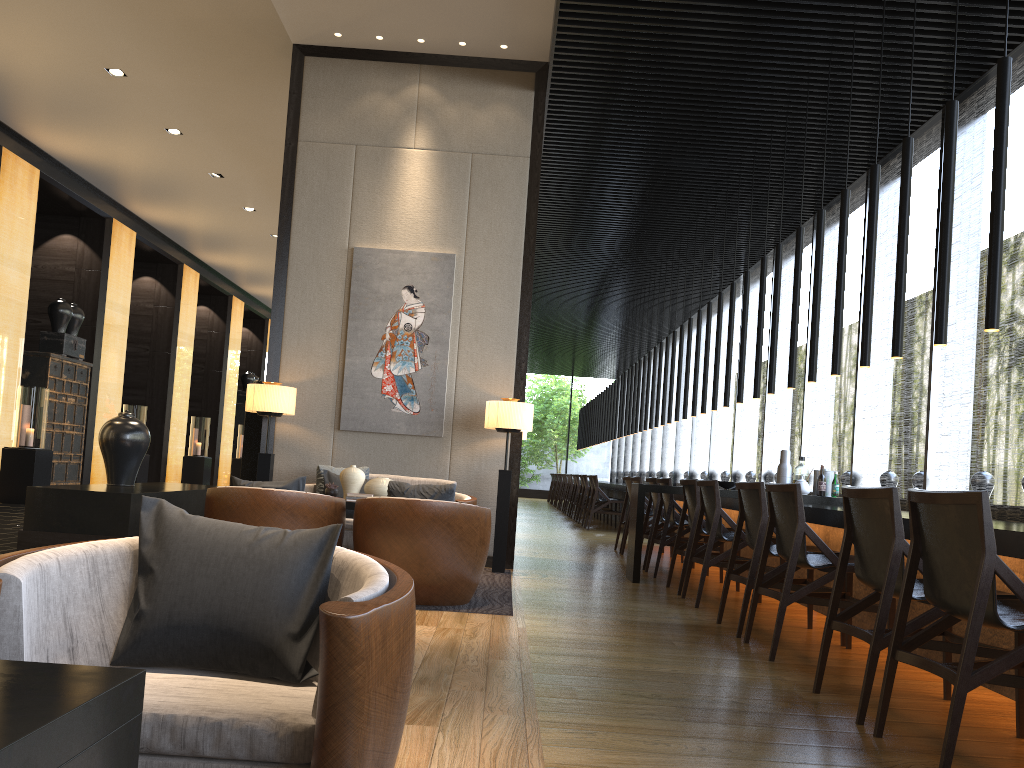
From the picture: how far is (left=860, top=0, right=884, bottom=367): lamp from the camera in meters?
5.5 m

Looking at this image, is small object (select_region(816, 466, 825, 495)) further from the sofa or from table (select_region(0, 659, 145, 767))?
table (select_region(0, 659, 145, 767))

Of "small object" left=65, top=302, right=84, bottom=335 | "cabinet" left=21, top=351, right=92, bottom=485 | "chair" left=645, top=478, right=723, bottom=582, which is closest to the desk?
"chair" left=645, top=478, right=723, bottom=582

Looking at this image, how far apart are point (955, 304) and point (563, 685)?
5.17m

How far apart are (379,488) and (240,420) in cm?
1551

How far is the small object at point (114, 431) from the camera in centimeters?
561cm

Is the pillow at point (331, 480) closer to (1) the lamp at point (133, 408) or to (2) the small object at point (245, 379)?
(1) the lamp at point (133, 408)

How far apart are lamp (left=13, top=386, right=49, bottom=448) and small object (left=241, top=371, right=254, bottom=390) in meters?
10.2 m

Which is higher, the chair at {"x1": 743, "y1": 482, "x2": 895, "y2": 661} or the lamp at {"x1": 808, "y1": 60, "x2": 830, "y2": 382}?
the lamp at {"x1": 808, "y1": 60, "x2": 830, "y2": 382}

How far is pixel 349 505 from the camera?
5.65m
